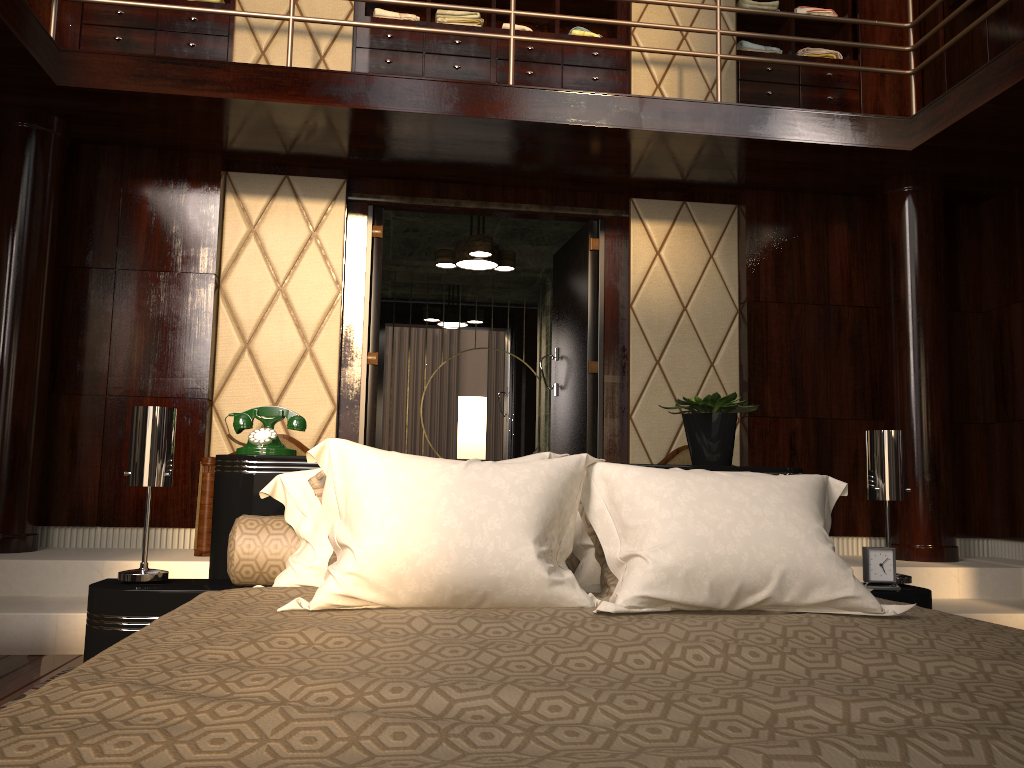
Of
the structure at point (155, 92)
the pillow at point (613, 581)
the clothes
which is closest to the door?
the structure at point (155, 92)

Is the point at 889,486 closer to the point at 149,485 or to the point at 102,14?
the point at 149,485

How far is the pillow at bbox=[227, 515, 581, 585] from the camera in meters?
1.9 m

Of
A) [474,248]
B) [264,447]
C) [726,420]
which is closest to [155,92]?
[474,248]

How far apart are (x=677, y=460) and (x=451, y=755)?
3.9 meters

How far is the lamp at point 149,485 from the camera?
2.0m

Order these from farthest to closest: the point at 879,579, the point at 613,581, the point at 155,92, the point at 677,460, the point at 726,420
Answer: the point at 677,460 < the point at 155,92 < the point at 726,420 < the point at 879,579 < the point at 613,581

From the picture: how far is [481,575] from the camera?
1.5m

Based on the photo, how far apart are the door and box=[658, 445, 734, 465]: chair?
0.4 meters

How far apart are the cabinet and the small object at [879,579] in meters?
3.4 m
